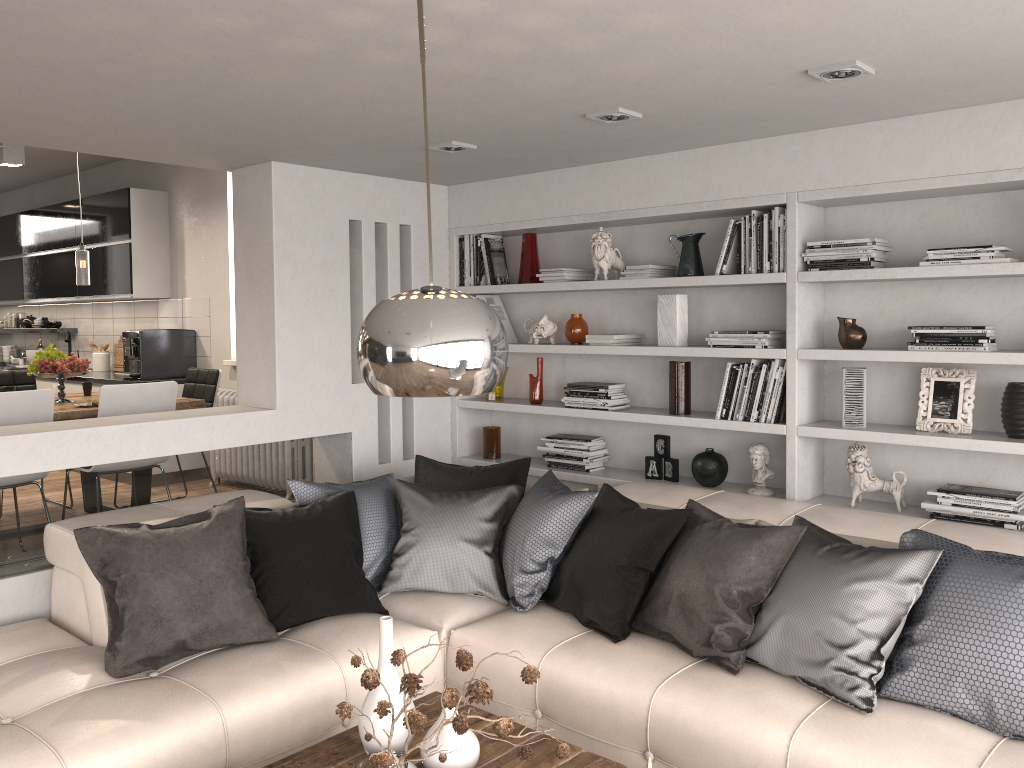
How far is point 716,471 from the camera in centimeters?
429cm

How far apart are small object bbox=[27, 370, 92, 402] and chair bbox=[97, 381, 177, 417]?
0.88m

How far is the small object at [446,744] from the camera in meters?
2.3

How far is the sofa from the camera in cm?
251

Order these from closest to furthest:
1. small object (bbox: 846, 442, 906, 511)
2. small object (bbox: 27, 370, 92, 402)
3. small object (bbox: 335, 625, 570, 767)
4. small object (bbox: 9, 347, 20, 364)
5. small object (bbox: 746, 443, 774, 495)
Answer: small object (bbox: 335, 625, 570, 767)
small object (bbox: 846, 442, 906, 511)
small object (bbox: 746, 443, 774, 495)
small object (bbox: 27, 370, 92, 402)
small object (bbox: 9, 347, 20, 364)

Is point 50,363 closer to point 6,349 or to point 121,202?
point 121,202

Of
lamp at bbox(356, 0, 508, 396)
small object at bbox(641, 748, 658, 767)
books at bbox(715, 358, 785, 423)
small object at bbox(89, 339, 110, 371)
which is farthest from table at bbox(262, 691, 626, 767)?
small object at bbox(89, 339, 110, 371)

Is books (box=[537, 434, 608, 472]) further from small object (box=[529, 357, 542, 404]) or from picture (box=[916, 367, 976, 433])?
picture (box=[916, 367, 976, 433])

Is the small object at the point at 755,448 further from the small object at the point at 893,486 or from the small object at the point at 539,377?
the small object at the point at 539,377

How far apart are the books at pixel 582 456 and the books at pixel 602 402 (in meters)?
0.20
